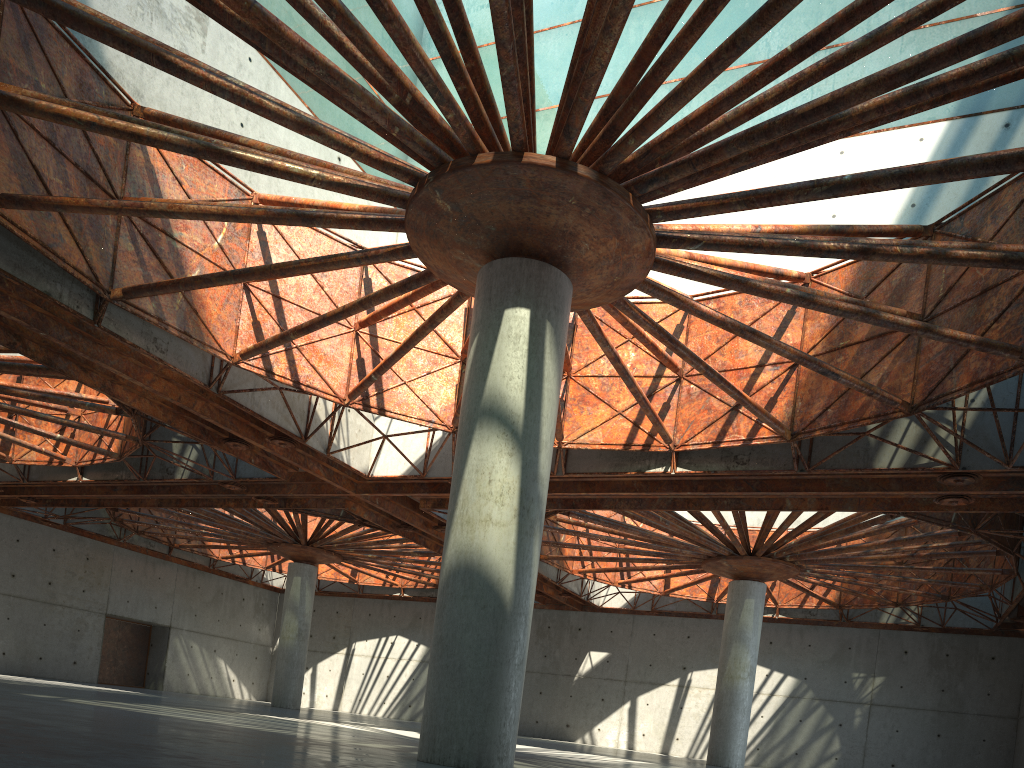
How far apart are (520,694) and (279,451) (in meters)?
20.42

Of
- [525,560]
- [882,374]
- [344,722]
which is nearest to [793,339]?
[882,374]
